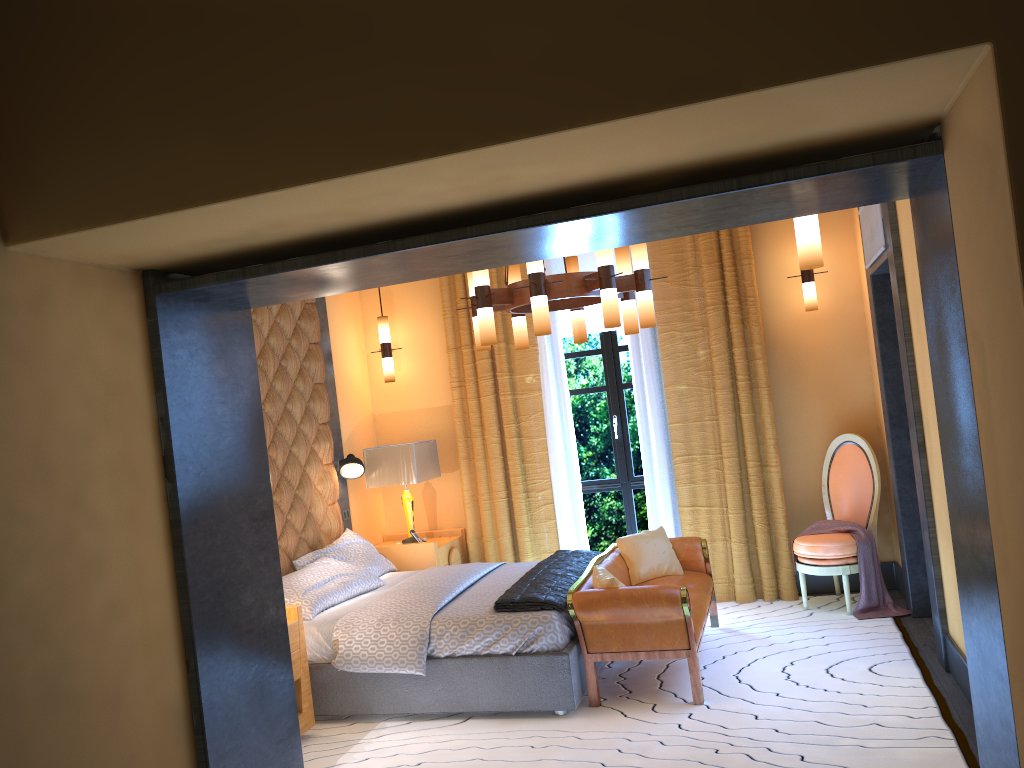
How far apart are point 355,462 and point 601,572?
2.40m

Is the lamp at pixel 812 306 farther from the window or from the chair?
the window

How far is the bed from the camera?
4.5 meters

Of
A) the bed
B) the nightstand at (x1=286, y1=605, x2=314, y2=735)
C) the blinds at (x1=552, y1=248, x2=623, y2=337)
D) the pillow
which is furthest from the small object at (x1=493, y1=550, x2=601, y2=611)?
the blinds at (x1=552, y1=248, x2=623, y2=337)

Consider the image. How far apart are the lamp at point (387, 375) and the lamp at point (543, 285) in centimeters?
197cm

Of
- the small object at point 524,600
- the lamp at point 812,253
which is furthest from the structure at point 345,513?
the lamp at point 812,253

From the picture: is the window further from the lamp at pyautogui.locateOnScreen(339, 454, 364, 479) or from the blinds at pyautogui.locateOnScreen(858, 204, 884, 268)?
the blinds at pyautogui.locateOnScreen(858, 204, 884, 268)

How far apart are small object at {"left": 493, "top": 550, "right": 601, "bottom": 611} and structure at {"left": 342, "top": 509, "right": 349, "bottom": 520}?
1.69m

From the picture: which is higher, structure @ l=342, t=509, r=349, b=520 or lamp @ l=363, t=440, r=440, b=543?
lamp @ l=363, t=440, r=440, b=543

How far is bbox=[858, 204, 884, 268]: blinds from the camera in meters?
4.9 m
